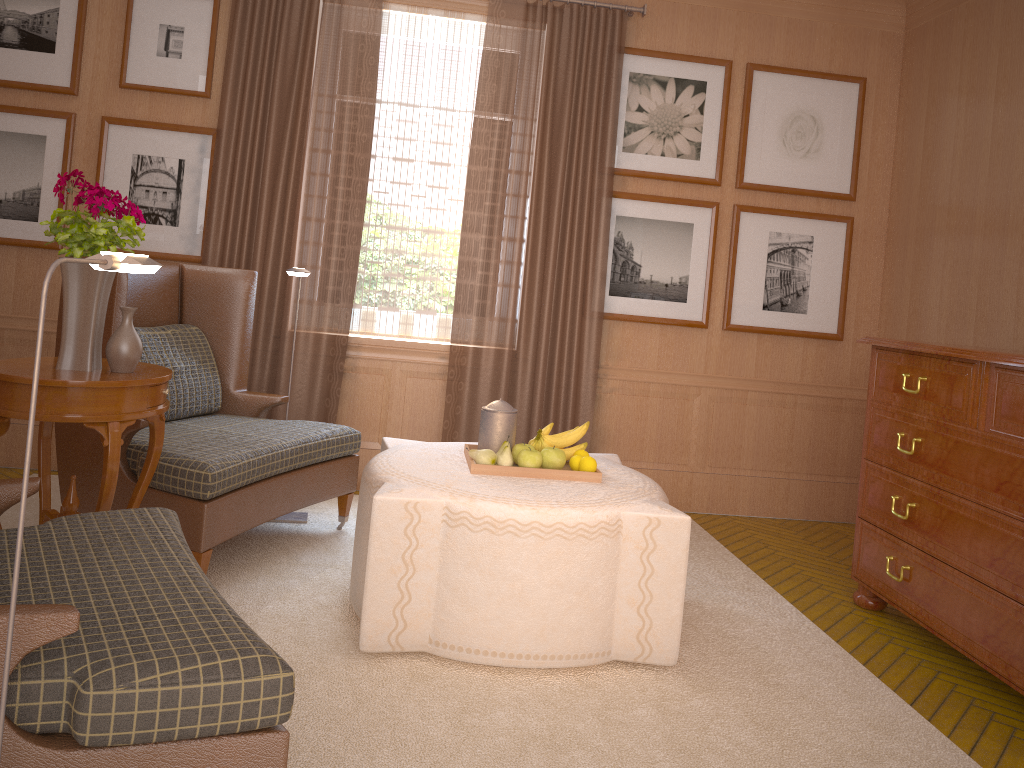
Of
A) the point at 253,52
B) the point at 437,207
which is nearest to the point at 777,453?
the point at 437,207

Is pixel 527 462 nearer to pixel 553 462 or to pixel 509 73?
pixel 553 462

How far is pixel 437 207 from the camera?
8.3m

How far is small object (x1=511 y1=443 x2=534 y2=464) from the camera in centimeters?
560cm

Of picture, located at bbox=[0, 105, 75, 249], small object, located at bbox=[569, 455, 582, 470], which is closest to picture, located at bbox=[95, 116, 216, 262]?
picture, located at bbox=[0, 105, 75, 249]

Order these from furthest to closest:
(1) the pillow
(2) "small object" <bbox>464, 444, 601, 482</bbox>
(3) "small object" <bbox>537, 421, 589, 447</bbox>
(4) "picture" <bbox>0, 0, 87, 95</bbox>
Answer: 1. (4) "picture" <bbox>0, 0, 87, 95</bbox>
2. (1) the pillow
3. (3) "small object" <bbox>537, 421, 589, 447</bbox>
4. (2) "small object" <bbox>464, 444, 601, 482</bbox>

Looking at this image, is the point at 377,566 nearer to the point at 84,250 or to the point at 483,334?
the point at 84,250

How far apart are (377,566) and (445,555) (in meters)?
0.37

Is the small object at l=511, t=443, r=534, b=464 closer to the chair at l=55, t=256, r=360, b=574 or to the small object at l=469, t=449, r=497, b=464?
the small object at l=469, t=449, r=497, b=464

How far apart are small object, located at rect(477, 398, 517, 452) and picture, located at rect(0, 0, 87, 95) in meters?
5.0
